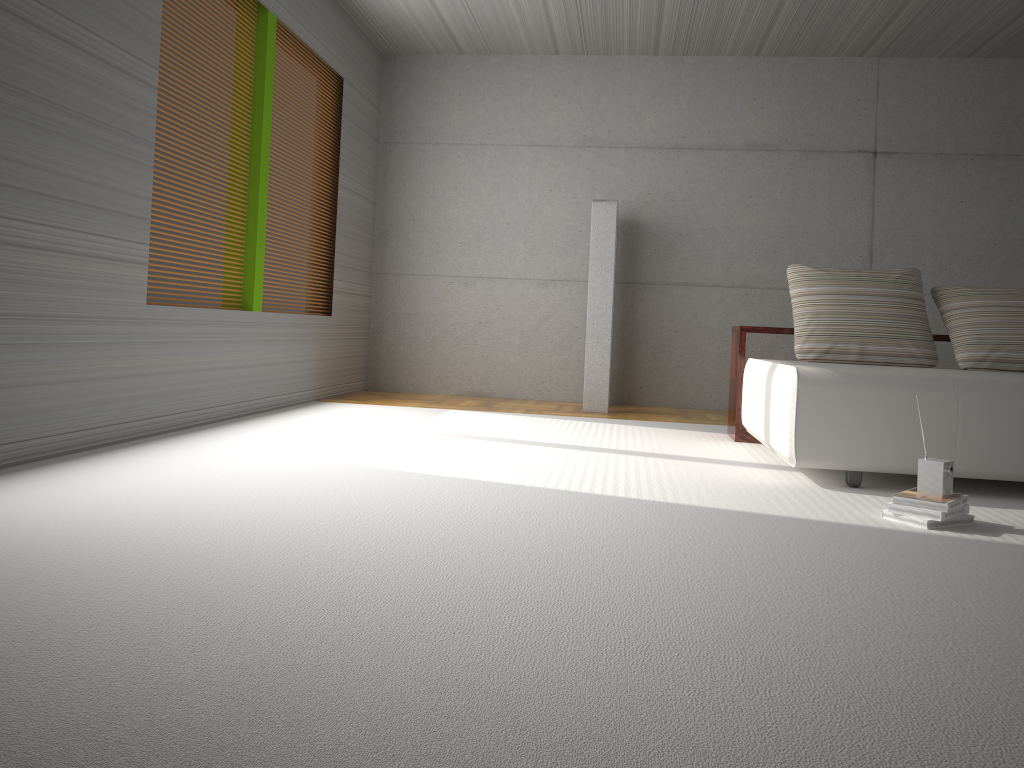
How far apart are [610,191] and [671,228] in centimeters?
63cm

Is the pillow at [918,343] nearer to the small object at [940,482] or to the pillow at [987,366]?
the pillow at [987,366]

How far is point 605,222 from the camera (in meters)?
6.94

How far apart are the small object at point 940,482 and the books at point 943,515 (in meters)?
0.07

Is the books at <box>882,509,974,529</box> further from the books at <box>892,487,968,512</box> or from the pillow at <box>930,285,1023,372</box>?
A: the pillow at <box>930,285,1023,372</box>

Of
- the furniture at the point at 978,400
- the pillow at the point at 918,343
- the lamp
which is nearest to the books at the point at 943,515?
the furniture at the point at 978,400

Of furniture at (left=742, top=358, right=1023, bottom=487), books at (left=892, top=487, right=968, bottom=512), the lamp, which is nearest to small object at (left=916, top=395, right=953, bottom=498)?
books at (left=892, top=487, right=968, bottom=512)

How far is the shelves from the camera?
5.45m

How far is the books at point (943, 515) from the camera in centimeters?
311cm

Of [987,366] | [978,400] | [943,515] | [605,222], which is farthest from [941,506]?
[605,222]
